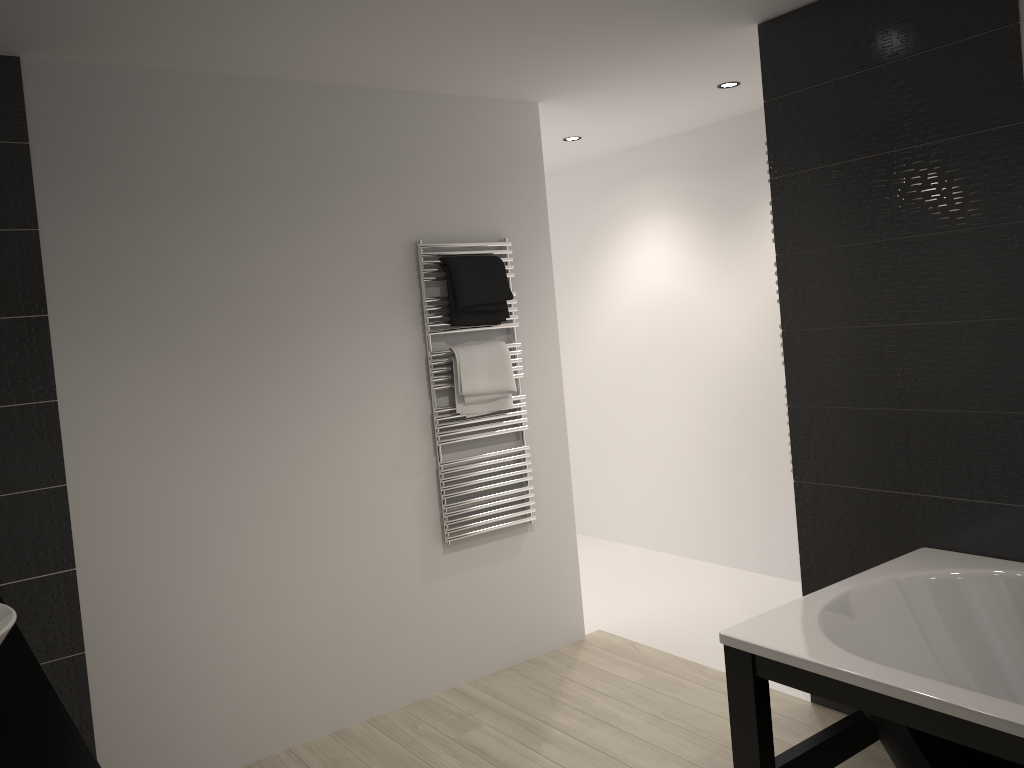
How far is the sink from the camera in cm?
160

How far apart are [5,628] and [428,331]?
2.26m

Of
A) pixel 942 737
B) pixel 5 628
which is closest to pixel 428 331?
pixel 5 628

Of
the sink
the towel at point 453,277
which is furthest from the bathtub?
the towel at point 453,277

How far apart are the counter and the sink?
0.20m

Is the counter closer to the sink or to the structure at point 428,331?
the sink

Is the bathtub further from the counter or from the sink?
the sink

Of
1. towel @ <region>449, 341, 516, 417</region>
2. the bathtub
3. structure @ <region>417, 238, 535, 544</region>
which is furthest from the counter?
towel @ <region>449, 341, 516, 417</region>

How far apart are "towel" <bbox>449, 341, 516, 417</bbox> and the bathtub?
1.67m

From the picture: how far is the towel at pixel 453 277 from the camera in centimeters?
367cm
